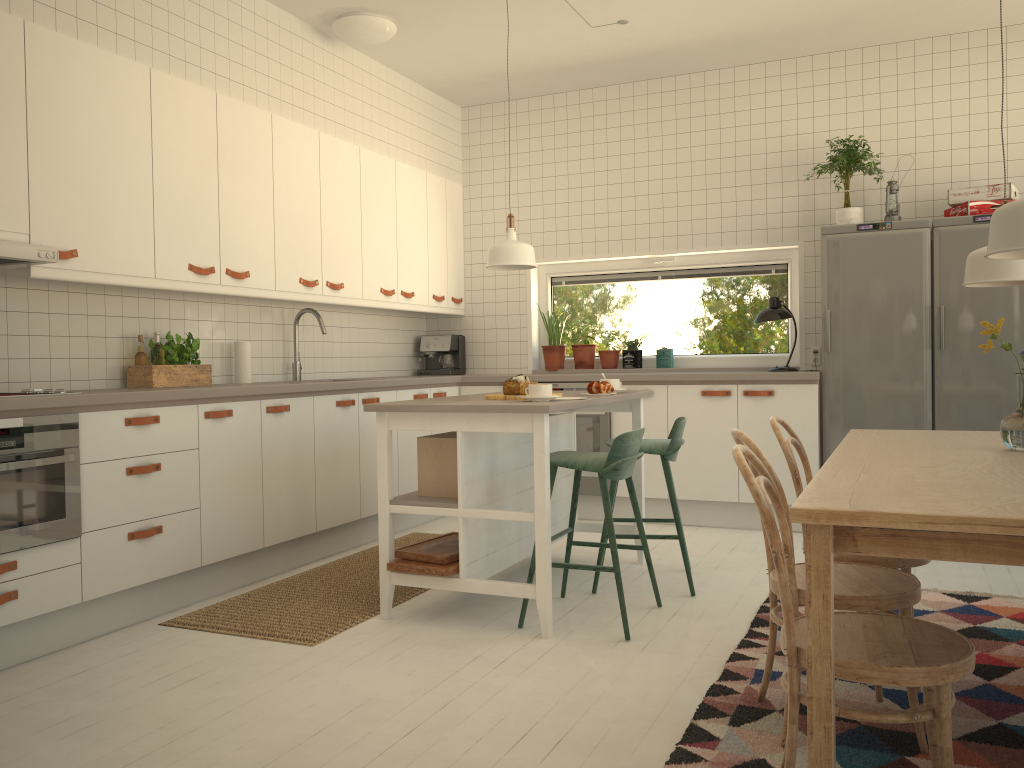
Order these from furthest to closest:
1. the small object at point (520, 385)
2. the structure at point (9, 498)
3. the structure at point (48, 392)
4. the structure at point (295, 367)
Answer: the structure at point (295, 367)
the small object at point (520, 385)
the structure at point (48, 392)
the structure at point (9, 498)

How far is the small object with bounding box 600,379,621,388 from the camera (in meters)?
4.18

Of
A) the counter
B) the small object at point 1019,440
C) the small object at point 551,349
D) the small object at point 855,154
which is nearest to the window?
the small object at point 551,349

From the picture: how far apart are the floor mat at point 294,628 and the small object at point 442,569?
0.26m

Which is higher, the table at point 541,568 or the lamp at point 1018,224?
the lamp at point 1018,224

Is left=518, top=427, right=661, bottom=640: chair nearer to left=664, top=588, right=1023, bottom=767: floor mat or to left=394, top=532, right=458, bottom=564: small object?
left=394, top=532, right=458, bottom=564: small object

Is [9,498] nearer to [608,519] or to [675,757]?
[608,519]

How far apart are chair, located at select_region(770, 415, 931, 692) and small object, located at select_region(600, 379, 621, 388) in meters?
1.2

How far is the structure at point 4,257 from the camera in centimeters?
307cm

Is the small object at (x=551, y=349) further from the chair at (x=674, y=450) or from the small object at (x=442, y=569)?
the small object at (x=442, y=569)
